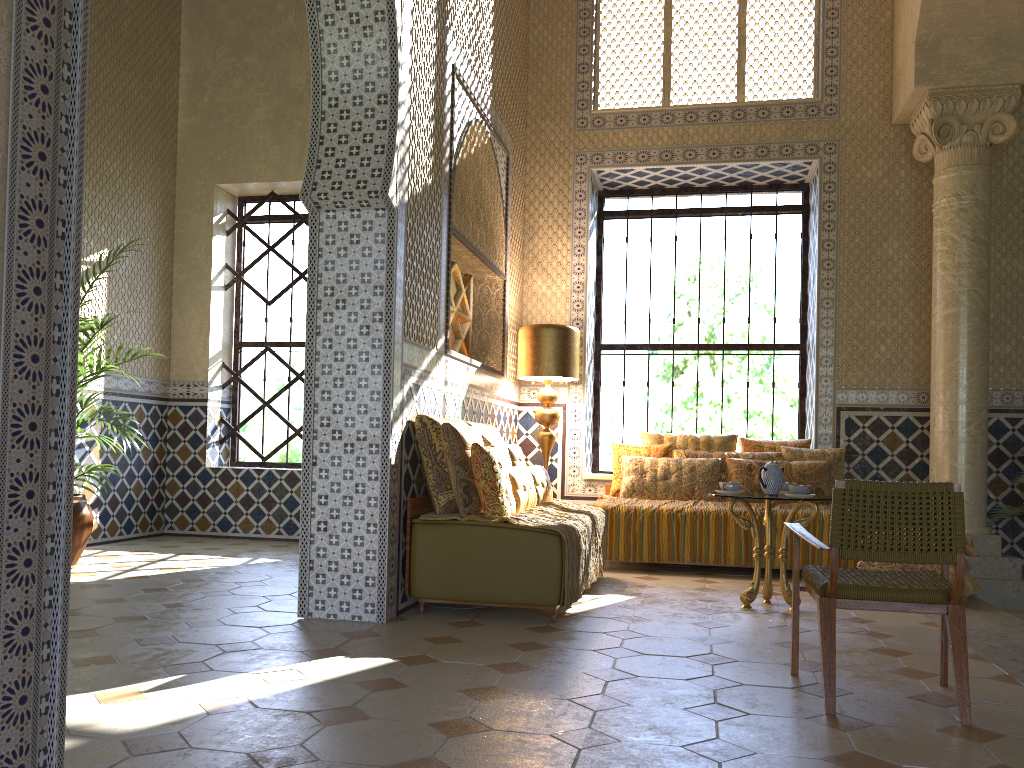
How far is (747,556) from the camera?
9.5m

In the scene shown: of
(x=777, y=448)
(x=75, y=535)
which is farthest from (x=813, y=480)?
(x=75, y=535)

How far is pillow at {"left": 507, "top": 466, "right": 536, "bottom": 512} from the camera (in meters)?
7.59

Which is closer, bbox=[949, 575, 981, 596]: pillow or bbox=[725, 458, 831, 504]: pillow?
bbox=[949, 575, 981, 596]: pillow

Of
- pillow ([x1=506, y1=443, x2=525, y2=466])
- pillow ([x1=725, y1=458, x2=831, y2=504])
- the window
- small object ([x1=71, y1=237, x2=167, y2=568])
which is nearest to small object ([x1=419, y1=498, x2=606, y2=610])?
pillow ([x1=506, y1=443, x2=525, y2=466])

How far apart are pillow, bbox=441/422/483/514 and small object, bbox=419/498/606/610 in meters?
0.1

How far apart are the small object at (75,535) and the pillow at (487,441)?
3.9m

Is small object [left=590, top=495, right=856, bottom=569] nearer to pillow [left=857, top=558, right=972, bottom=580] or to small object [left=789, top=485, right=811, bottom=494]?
pillow [left=857, top=558, right=972, bottom=580]

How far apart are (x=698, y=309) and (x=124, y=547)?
8.0 meters

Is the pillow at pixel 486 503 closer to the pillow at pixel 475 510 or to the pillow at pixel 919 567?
the pillow at pixel 475 510
